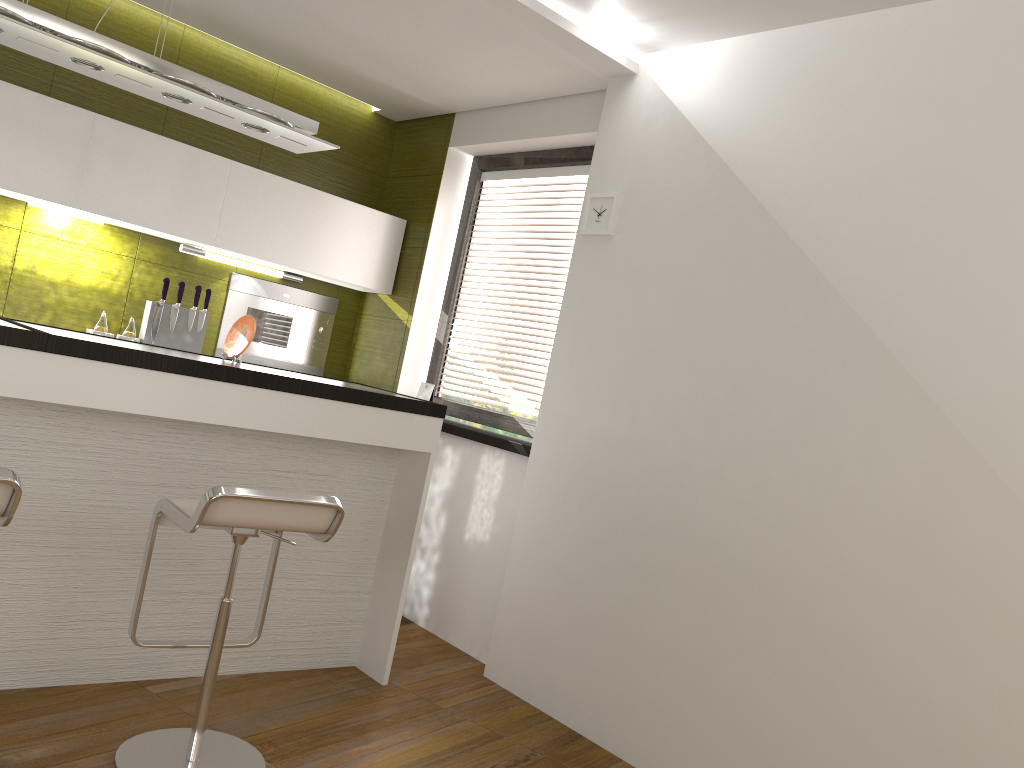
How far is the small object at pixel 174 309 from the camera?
4.43m

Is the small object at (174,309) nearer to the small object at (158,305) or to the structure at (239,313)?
the small object at (158,305)

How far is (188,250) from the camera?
4.5 meters

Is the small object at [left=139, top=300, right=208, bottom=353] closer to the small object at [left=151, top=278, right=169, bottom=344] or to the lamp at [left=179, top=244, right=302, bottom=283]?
the small object at [left=151, top=278, right=169, bottom=344]

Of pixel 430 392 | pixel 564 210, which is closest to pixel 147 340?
pixel 430 392

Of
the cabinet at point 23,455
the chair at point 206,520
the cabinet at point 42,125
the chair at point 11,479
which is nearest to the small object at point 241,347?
the cabinet at point 23,455

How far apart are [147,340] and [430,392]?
1.4 meters

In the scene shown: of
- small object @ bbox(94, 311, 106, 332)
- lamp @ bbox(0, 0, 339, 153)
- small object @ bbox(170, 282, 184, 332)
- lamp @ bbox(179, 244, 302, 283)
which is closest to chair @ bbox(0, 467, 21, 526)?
lamp @ bbox(0, 0, 339, 153)

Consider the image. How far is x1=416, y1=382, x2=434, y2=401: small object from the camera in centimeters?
468cm

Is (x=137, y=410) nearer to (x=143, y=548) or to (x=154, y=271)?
(x=143, y=548)
